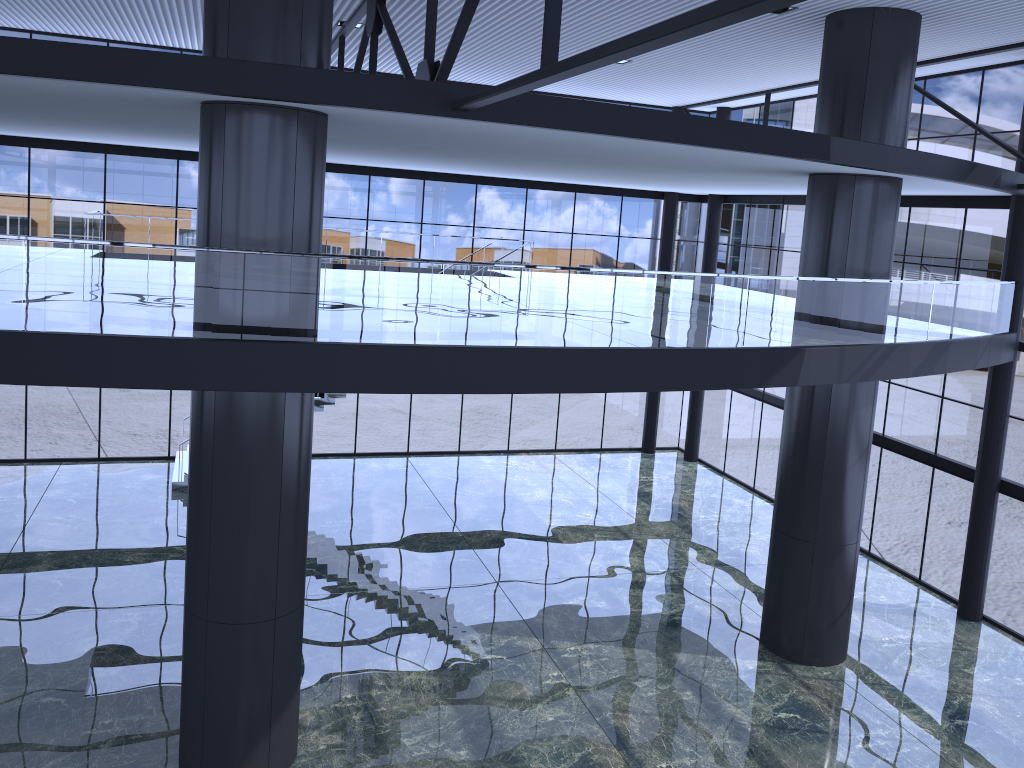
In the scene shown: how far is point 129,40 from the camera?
23.84m
